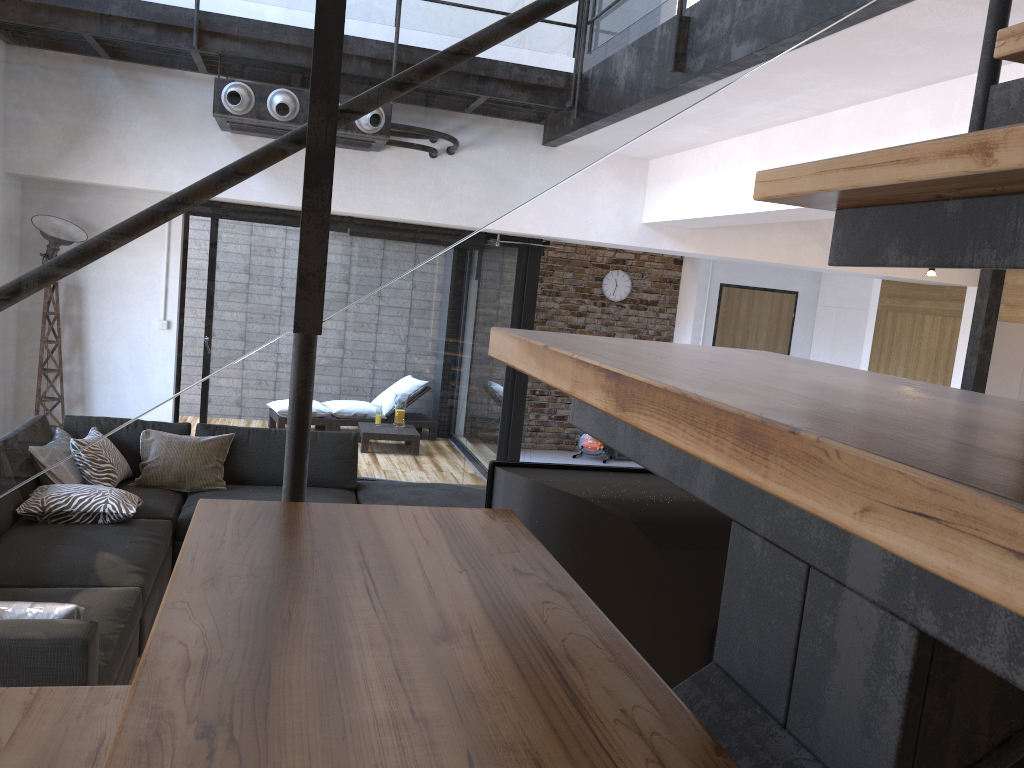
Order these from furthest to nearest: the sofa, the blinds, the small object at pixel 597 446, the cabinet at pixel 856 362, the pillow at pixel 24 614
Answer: the small object at pixel 597 446
the cabinet at pixel 856 362
the blinds
the pillow at pixel 24 614
the sofa

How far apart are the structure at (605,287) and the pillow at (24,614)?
8.08m

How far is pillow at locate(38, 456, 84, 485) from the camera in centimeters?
446cm

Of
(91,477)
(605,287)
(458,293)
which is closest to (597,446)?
(605,287)

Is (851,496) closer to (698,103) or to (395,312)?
(698,103)

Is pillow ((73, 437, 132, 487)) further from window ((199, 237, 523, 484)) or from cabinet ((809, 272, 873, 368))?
cabinet ((809, 272, 873, 368))

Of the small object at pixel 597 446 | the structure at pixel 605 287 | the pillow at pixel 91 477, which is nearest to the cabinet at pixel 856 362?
the structure at pixel 605 287

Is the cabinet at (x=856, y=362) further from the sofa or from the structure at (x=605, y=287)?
the sofa

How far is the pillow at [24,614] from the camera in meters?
2.6 m

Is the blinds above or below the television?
above
